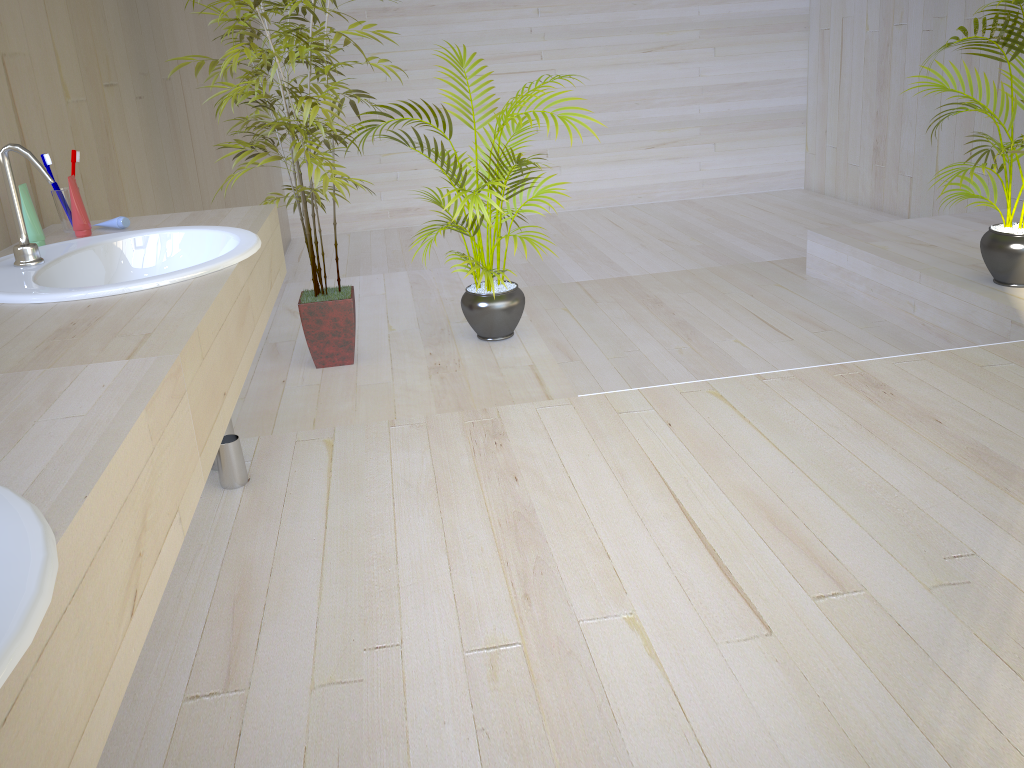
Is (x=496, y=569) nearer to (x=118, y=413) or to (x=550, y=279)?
(x=118, y=413)

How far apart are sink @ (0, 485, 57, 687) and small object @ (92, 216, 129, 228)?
1.39m

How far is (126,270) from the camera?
1.8 meters

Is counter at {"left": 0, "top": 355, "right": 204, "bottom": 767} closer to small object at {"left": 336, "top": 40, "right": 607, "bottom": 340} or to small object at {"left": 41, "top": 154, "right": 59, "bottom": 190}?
small object at {"left": 41, "top": 154, "right": 59, "bottom": 190}

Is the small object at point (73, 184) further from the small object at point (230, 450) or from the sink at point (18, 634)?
the sink at point (18, 634)

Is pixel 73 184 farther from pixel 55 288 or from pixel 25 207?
pixel 55 288

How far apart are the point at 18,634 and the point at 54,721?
0.12m

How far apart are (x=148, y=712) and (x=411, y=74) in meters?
6.3

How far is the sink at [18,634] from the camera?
0.5 meters

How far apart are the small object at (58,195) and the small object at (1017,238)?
3.1m
